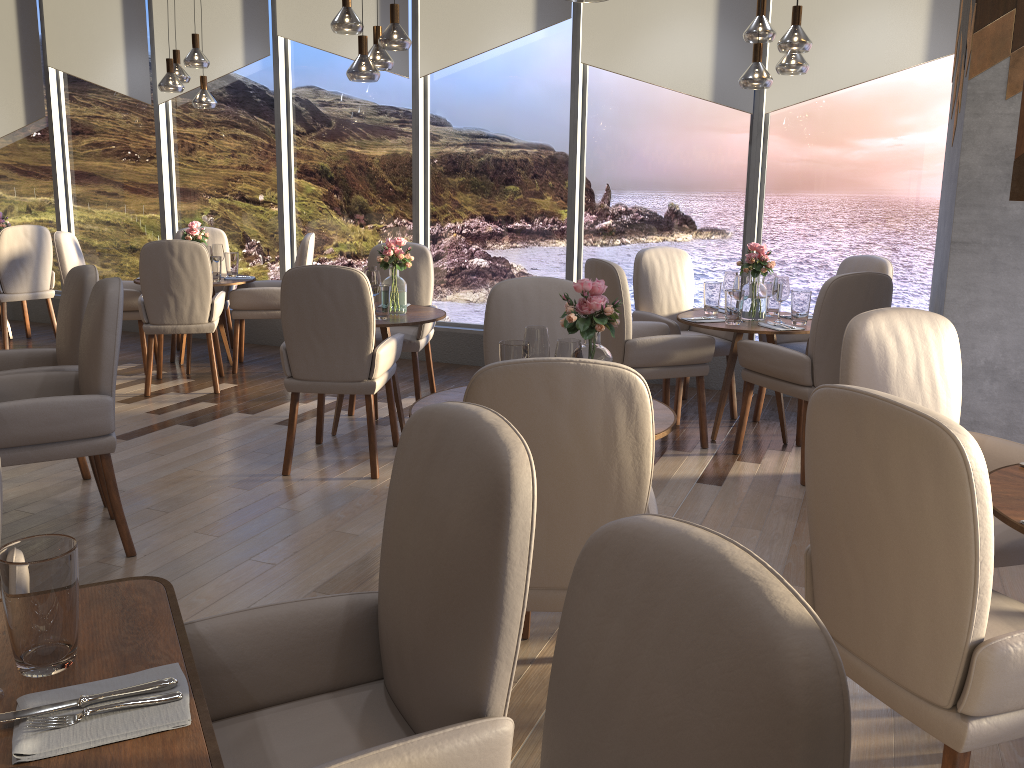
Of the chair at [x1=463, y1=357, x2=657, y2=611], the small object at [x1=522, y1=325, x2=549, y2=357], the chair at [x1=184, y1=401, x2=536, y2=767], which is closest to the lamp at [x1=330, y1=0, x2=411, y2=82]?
the small object at [x1=522, y1=325, x2=549, y2=357]

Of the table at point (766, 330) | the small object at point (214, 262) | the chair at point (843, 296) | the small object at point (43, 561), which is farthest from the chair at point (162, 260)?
the small object at point (43, 561)

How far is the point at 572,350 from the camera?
2.59m

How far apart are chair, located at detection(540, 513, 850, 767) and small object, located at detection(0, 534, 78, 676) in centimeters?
70cm

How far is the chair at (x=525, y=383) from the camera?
1.9m

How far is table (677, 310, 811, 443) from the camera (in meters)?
4.44

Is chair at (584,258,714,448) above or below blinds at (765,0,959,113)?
below

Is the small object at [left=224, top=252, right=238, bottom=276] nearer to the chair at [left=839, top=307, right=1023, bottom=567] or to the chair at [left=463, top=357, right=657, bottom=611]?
the chair at [left=839, top=307, right=1023, bottom=567]

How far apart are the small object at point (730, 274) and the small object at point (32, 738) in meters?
4.1

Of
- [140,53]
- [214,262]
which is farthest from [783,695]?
[140,53]
